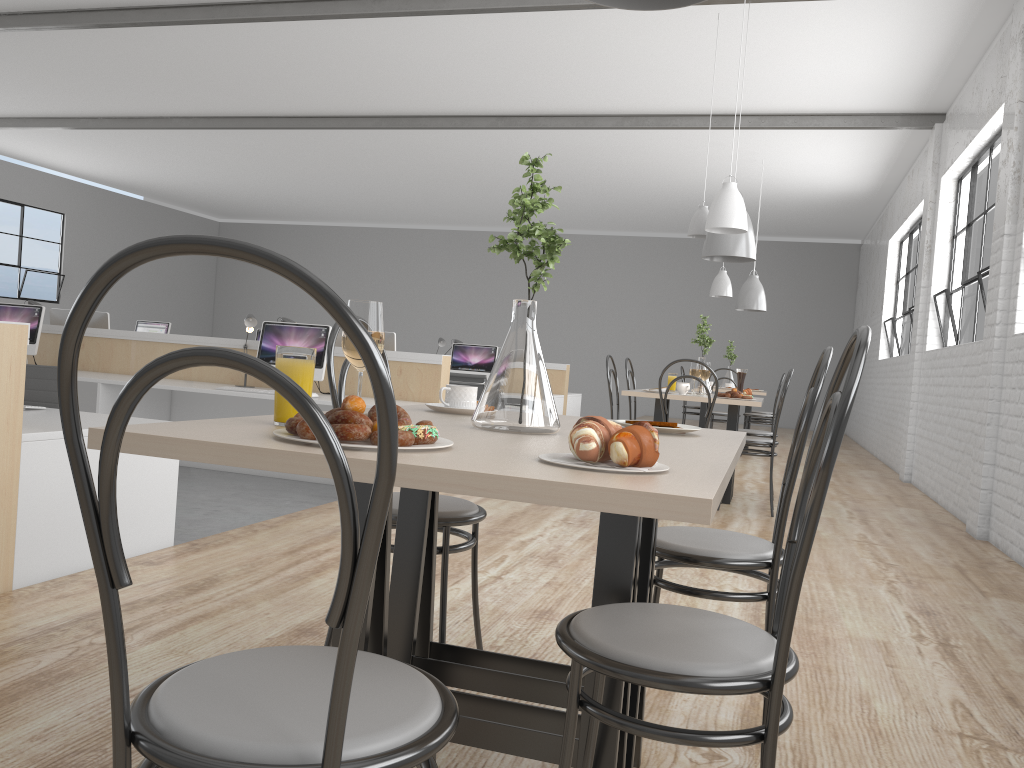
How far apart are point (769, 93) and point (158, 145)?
6.2m

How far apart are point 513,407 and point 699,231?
A: 3.50m

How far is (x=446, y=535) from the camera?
A: 1.6 meters

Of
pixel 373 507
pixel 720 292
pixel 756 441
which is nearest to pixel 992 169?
pixel 756 441

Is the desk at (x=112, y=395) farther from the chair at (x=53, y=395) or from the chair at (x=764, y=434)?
the chair at (x=764, y=434)

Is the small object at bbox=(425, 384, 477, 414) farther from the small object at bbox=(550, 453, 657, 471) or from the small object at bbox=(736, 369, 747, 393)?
the small object at bbox=(736, 369, 747, 393)

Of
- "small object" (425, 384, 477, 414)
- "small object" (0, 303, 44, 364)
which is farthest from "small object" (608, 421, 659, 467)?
"small object" (0, 303, 44, 364)

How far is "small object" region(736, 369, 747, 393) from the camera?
4.65m

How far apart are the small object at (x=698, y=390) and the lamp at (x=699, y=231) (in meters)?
0.48

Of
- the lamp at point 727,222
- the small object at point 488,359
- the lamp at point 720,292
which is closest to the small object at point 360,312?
the lamp at point 727,222
